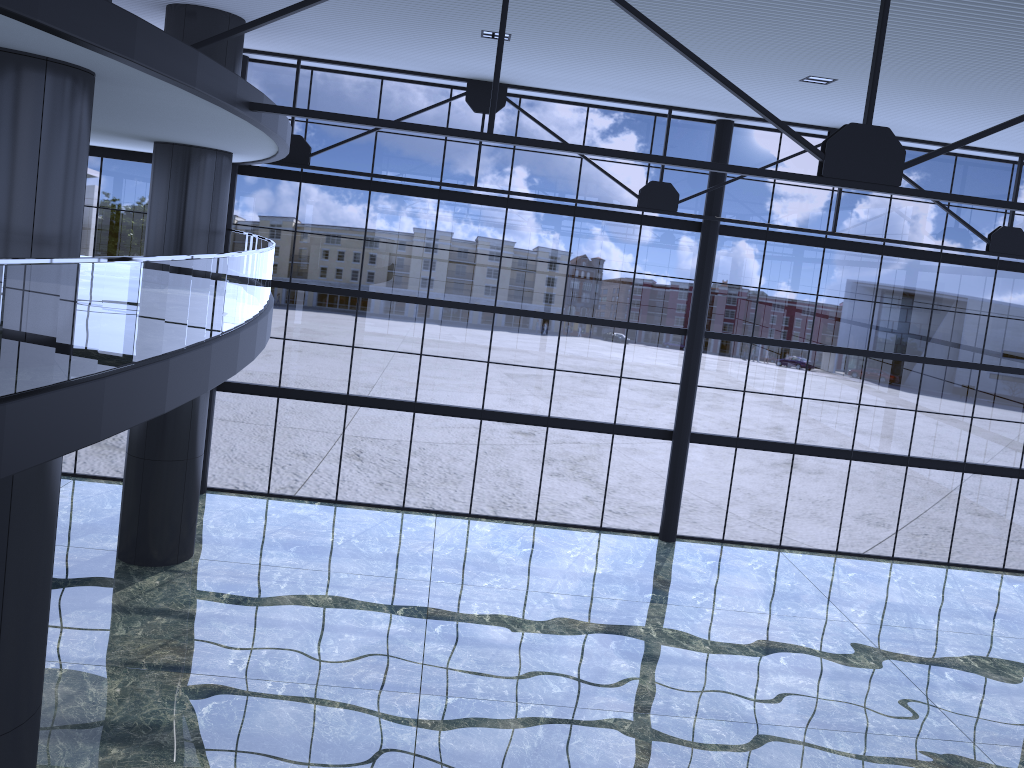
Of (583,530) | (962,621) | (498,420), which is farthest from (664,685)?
(498,420)
